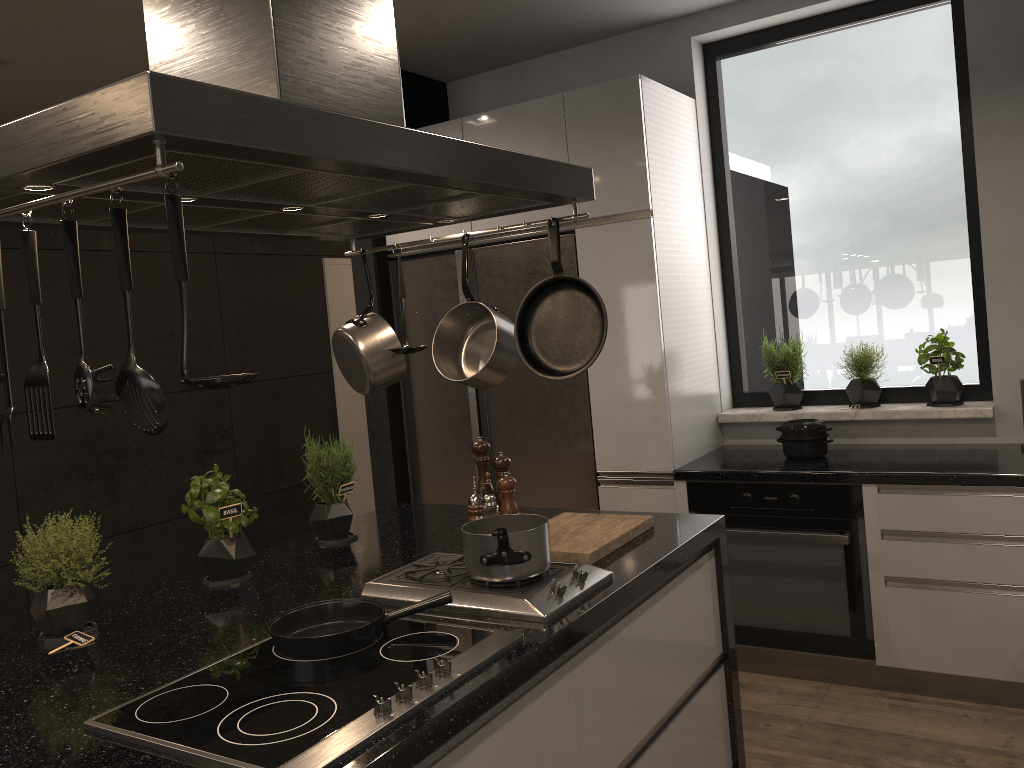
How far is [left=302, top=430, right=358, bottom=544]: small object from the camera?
2.7m

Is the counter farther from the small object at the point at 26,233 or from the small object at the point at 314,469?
the small object at the point at 26,233

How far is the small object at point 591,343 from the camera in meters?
2.0

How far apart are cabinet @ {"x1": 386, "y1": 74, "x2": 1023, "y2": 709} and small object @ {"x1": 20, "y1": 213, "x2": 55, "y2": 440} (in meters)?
2.53

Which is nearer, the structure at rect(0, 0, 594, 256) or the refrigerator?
the structure at rect(0, 0, 594, 256)

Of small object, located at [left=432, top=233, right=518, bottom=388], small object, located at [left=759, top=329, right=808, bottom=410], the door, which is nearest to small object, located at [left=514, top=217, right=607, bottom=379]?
small object, located at [left=432, top=233, right=518, bottom=388]

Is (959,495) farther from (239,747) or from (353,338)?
(239,747)

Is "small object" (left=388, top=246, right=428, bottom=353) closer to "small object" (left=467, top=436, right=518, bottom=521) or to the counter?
"small object" (left=467, top=436, right=518, bottom=521)

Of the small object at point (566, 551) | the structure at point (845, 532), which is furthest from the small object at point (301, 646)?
the structure at point (845, 532)

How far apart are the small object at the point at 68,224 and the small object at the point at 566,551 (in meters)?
1.26
